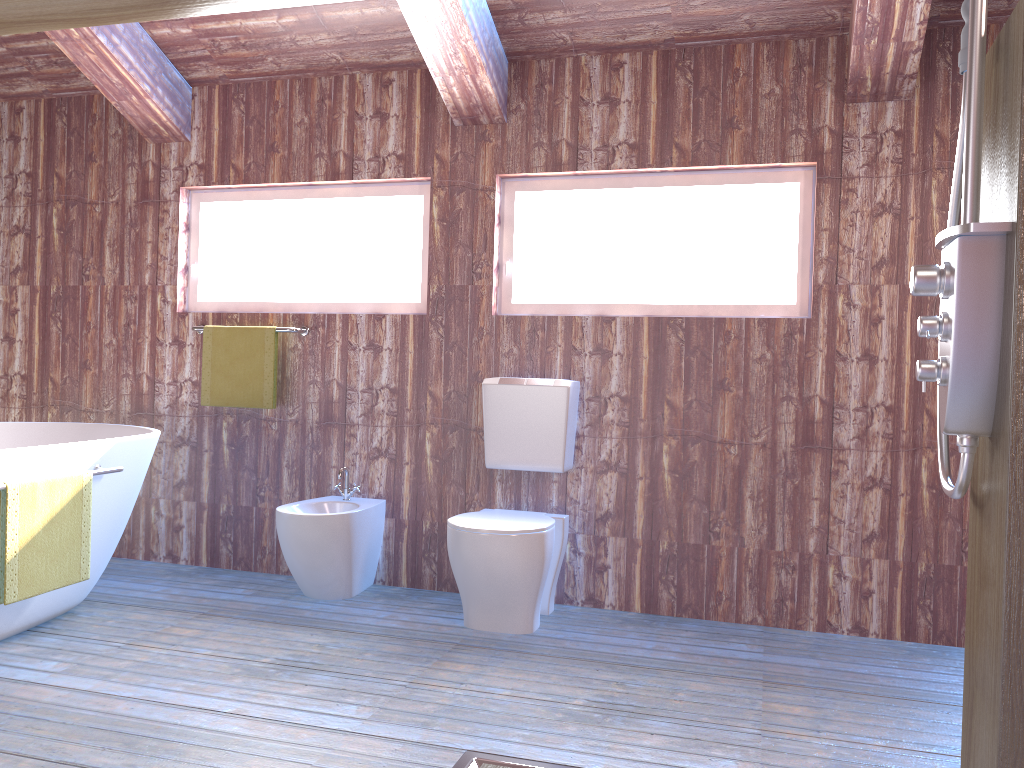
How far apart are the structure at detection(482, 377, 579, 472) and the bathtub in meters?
1.3 m

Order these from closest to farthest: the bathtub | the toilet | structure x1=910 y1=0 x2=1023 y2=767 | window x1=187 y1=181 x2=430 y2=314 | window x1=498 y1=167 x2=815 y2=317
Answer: structure x1=910 y1=0 x2=1023 y2=767 < the bathtub < the toilet < window x1=498 y1=167 x2=815 y2=317 < window x1=187 y1=181 x2=430 y2=314

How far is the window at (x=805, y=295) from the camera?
3.4m

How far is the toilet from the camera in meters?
3.0

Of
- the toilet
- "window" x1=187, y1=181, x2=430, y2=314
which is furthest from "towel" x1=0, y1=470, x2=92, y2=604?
"window" x1=187, y1=181, x2=430, y2=314

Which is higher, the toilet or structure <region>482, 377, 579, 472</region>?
structure <region>482, 377, 579, 472</region>

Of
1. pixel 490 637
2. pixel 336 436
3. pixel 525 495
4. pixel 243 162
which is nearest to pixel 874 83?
pixel 525 495

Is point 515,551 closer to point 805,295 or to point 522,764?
point 522,764

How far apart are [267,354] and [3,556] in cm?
148

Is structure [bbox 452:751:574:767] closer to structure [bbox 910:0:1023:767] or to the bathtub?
structure [bbox 910:0:1023:767]
